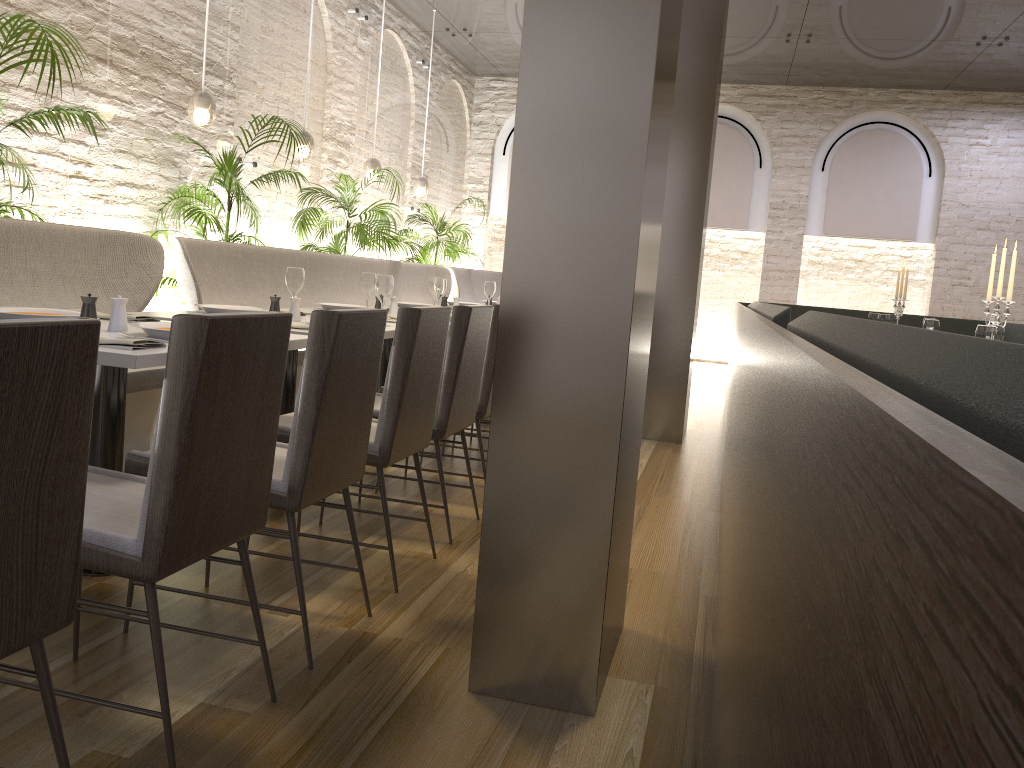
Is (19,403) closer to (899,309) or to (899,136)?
(899,309)

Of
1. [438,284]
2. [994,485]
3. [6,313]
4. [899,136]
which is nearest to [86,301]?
[6,313]

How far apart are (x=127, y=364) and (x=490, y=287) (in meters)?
4.17

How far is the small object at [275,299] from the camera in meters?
3.7

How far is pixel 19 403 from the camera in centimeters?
123cm

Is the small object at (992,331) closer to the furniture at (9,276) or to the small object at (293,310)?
the small object at (293,310)

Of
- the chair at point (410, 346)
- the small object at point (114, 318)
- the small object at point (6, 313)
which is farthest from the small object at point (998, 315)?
the small object at point (6, 313)

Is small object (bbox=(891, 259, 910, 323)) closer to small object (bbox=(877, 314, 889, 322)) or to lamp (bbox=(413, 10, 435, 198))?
small object (bbox=(877, 314, 889, 322))

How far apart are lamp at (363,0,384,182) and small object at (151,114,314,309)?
2.2 meters

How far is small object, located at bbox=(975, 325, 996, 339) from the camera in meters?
3.9 m
